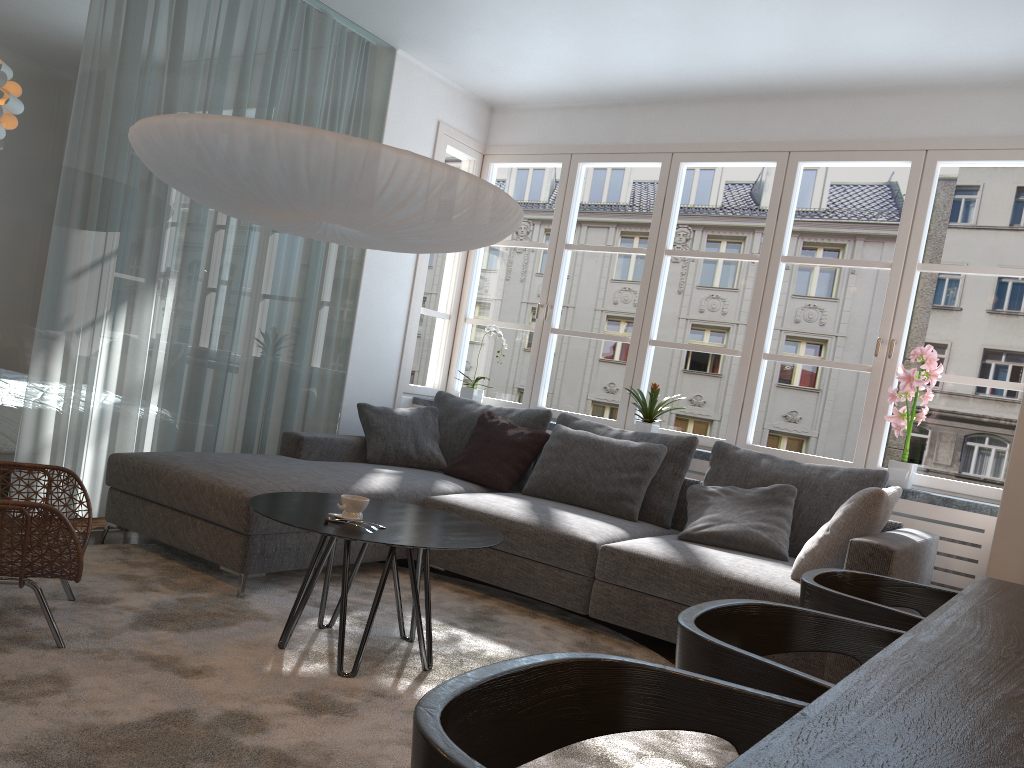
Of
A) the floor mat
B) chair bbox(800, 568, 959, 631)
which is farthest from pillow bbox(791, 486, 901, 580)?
chair bbox(800, 568, 959, 631)

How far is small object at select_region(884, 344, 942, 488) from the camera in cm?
416

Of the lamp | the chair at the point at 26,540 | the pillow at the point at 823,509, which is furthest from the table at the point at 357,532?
the pillow at the point at 823,509

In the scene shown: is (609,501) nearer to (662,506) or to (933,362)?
(662,506)

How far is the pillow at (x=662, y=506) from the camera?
4.3m

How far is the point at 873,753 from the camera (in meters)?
0.84

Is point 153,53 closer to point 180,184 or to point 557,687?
point 180,184

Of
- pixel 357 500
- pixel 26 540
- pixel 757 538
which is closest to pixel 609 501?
pixel 757 538

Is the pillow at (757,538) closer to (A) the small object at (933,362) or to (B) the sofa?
(B) the sofa

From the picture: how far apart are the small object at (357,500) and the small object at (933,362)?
2.7 meters
